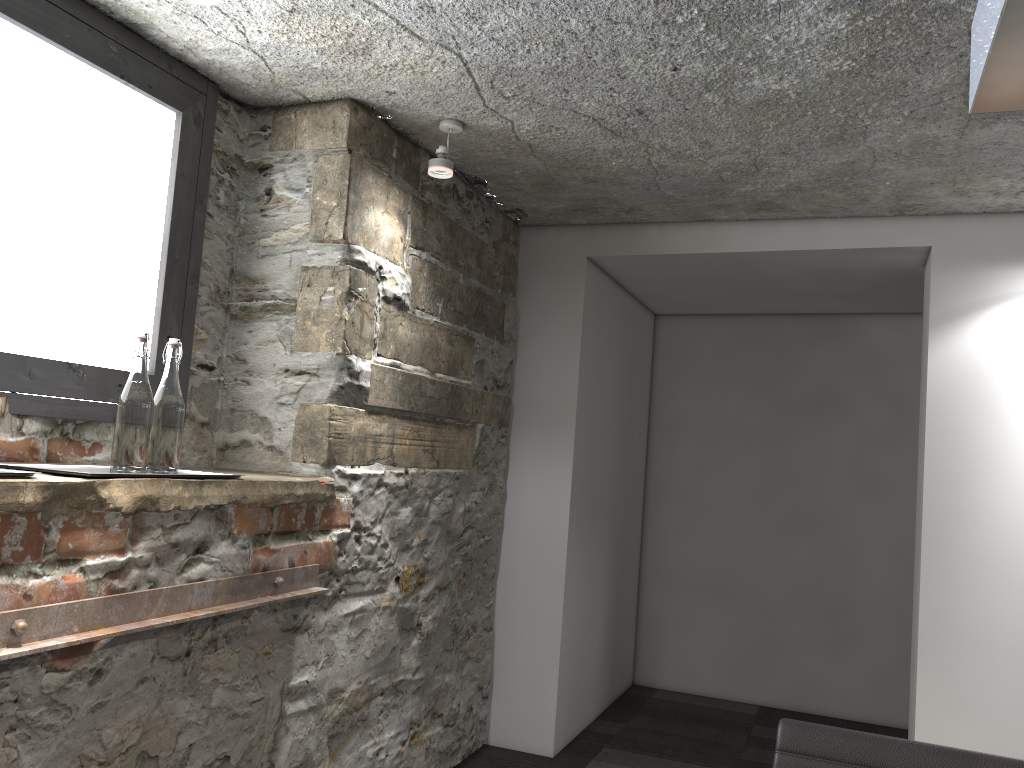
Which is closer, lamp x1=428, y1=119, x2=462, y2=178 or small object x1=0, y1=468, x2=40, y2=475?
small object x1=0, y1=468, x2=40, y2=475

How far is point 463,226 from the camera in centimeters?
320cm

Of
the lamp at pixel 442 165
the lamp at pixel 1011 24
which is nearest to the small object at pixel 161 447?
the lamp at pixel 442 165

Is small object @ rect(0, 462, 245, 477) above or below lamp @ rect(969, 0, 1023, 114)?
below

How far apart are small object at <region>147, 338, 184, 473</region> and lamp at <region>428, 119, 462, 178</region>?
1.0 meters

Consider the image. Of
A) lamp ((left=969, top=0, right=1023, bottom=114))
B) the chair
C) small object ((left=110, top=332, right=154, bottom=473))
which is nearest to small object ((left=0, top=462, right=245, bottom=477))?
small object ((left=110, top=332, right=154, bottom=473))

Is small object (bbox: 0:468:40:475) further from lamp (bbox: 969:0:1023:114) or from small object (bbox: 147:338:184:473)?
lamp (bbox: 969:0:1023:114)

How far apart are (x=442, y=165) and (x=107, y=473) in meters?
1.3

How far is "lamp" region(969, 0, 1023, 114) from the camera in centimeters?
88cm

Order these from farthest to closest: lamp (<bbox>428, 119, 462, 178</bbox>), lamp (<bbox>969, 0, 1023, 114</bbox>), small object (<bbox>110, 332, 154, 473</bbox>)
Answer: lamp (<bbox>428, 119, 462, 178</bbox>), small object (<bbox>110, 332, 154, 473</bbox>), lamp (<bbox>969, 0, 1023, 114</bbox>)
